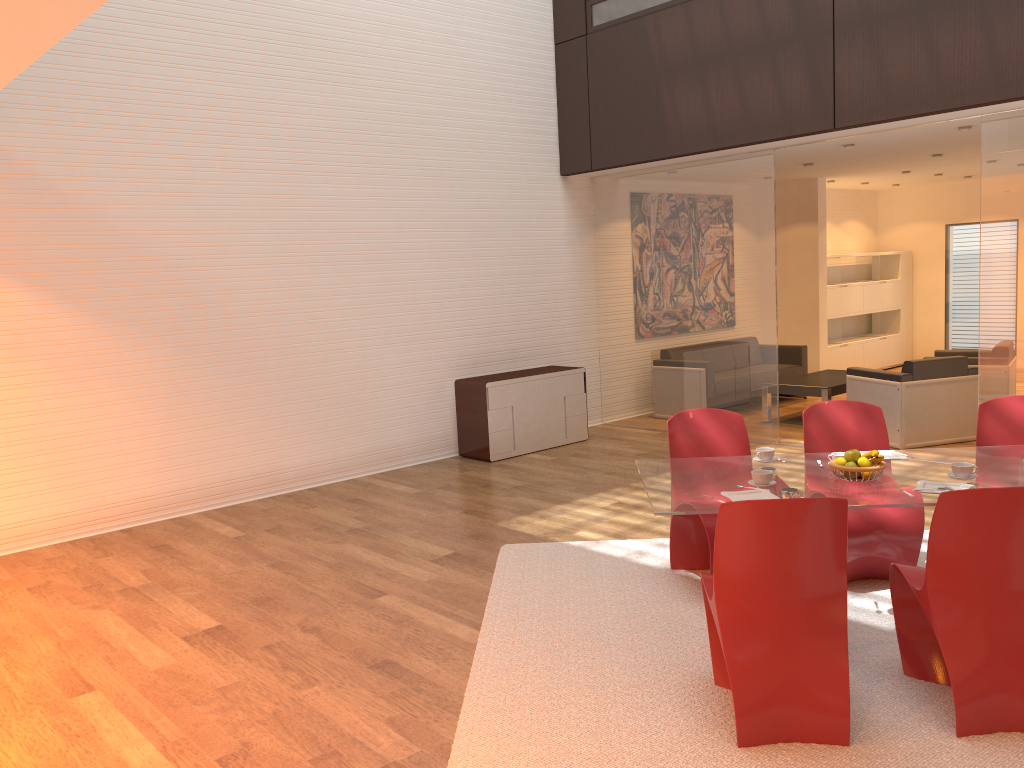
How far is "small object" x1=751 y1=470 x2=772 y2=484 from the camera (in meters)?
3.81

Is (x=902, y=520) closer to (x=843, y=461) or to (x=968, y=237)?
(x=843, y=461)

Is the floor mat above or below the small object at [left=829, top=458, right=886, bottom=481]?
below

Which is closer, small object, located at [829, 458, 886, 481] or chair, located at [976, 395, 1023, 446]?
small object, located at [829, 458, 886, 481]

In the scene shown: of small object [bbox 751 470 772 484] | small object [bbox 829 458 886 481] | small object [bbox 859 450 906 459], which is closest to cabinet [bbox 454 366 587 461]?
small object [bbox 859 450 906 459]

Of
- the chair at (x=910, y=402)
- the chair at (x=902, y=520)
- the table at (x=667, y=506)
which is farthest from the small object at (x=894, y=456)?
the chair at (x=910, y=402)

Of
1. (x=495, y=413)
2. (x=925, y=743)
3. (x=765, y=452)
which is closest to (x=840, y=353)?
(x=495, y=413)

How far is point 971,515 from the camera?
3.1m

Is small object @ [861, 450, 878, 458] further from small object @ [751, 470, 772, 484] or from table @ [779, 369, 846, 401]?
table @ [779, 369, 846, 401]

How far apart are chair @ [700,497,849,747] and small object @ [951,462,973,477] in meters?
1.0 m
